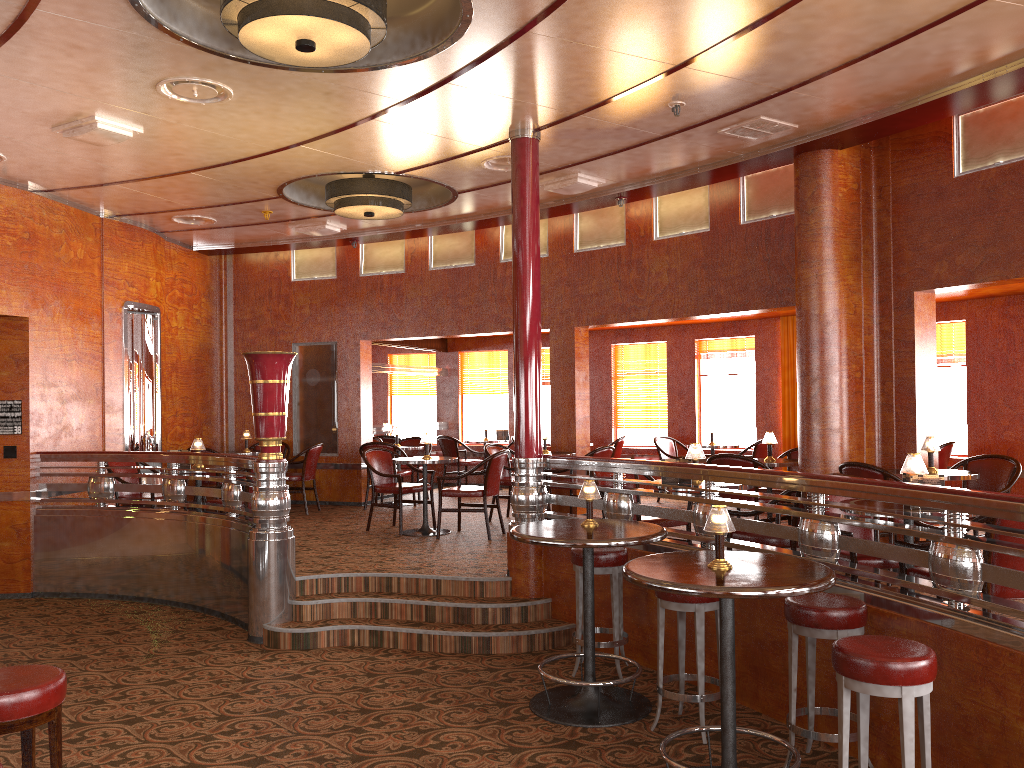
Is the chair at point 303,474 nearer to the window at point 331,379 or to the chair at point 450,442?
the window at point 331,379

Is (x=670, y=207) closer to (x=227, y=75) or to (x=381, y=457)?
(x=381, y=457)

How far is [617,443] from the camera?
11.2m

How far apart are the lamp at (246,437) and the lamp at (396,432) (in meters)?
1.80

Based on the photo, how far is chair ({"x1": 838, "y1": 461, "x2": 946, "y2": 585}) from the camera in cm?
588

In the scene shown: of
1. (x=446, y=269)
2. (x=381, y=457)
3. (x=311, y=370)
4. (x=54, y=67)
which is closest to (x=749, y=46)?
(x=54, y=67)

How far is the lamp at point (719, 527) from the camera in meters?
3.6

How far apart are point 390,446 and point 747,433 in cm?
447

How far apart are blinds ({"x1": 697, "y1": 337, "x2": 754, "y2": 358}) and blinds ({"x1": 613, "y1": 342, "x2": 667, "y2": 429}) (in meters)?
0.55

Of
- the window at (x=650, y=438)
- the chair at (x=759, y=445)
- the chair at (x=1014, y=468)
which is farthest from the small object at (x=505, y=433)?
the chair at (x=1014, y=468)
